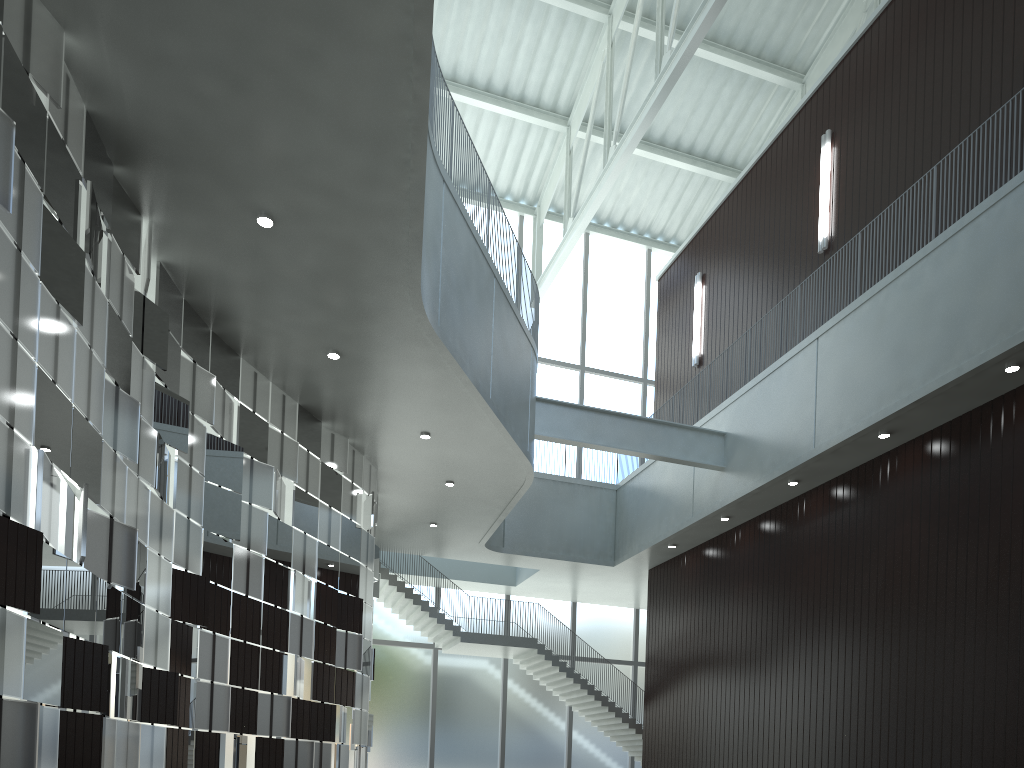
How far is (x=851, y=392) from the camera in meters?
→ 49.2 m
